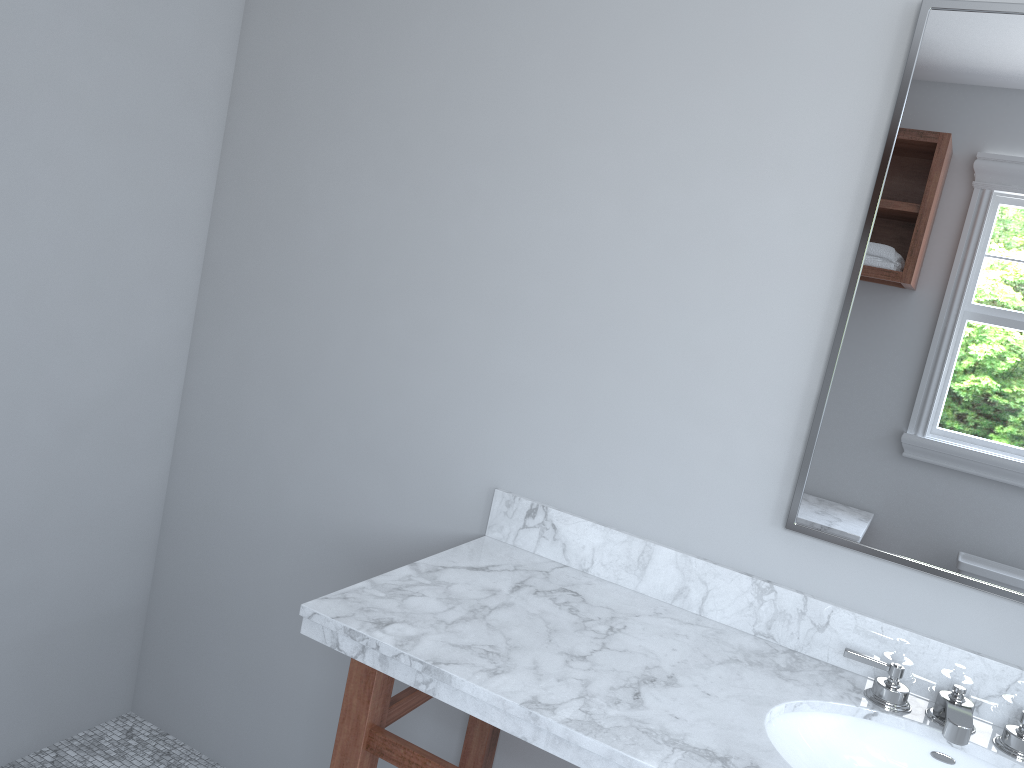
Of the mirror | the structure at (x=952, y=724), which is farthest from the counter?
the mirror

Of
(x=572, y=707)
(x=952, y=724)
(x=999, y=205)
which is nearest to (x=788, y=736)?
(x=952, y=724)

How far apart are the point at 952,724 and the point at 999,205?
0.9 meters

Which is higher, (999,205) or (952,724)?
(999,205)

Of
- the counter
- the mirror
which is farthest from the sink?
the mirror

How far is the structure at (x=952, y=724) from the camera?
1.35m

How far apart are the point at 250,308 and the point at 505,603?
1.1 meters

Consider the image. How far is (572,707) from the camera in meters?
1.3 m

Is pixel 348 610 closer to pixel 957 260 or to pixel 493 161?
pixel 493 161

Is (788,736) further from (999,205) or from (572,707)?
(999,205)
